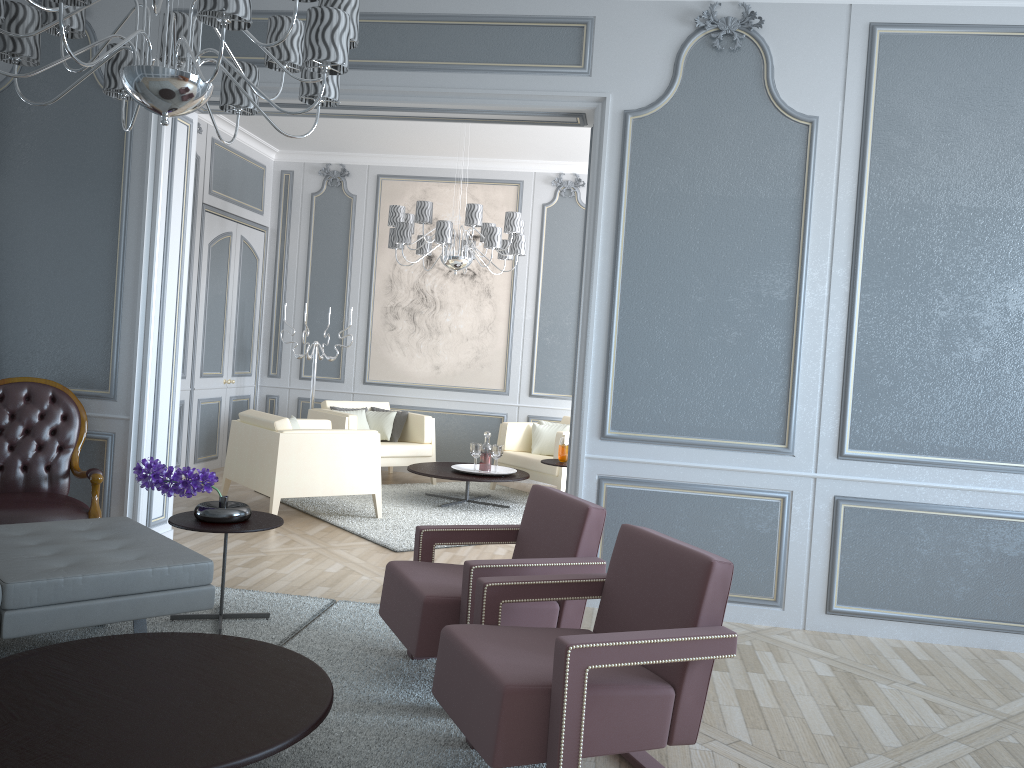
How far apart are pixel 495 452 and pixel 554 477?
0.5m

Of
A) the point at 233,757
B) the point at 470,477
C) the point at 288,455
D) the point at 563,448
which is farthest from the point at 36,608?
the point at 563,448

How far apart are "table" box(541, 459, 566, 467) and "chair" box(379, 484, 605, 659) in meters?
2.7

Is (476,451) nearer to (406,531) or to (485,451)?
(485,451)

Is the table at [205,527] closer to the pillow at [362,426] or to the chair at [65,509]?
the chair at [65,509]

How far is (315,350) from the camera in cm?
730

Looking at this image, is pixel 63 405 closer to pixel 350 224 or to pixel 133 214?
pixel 133 214

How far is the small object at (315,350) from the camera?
7.30m

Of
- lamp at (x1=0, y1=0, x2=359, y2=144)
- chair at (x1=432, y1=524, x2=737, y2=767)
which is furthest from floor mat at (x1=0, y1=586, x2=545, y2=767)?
lamp at (x1=0, y1=0, x2=359, y2=144)

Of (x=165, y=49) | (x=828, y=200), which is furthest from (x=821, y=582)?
(x=165, y=49)
